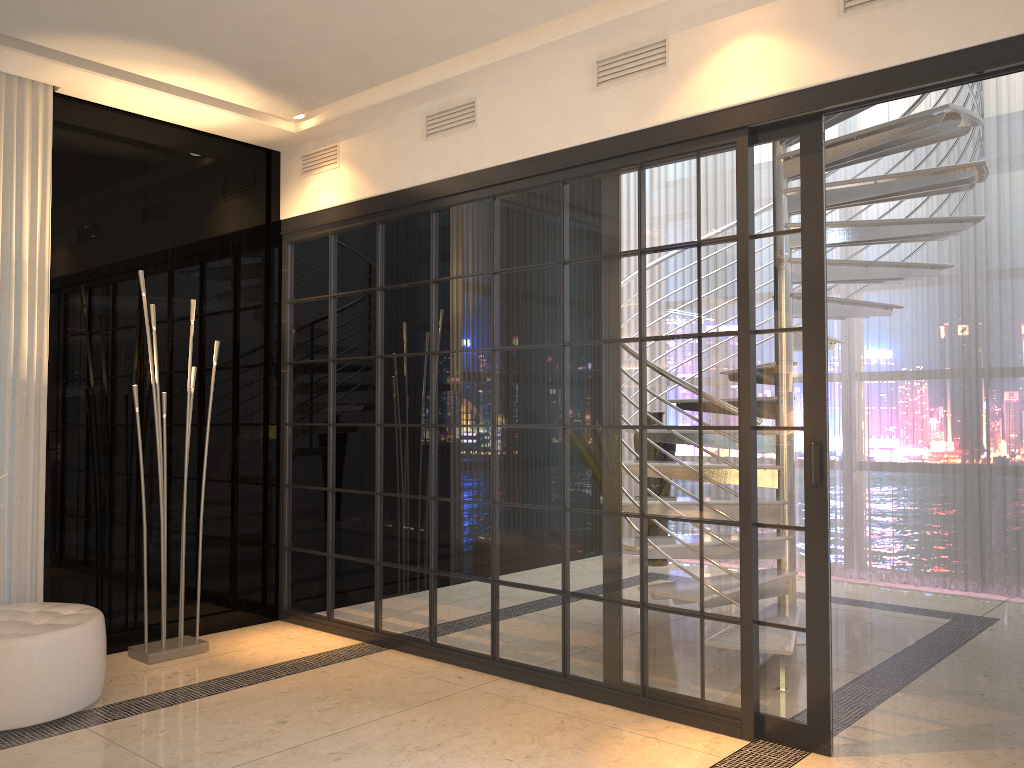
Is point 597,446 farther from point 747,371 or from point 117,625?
point 117,625

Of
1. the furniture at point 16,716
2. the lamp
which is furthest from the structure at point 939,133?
the furniture at point 16,716

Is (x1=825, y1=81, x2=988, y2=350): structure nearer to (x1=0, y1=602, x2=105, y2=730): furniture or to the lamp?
the lamp

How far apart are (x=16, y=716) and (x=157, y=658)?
0.92m

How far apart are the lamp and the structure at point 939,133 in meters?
3.3 m

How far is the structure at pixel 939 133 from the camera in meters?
4.0

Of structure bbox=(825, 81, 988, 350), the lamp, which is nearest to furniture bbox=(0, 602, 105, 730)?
the lamp

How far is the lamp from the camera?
4.0m

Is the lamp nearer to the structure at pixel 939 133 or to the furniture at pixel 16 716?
the furniture at pixel 16 716

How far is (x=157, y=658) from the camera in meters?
4.0 m
